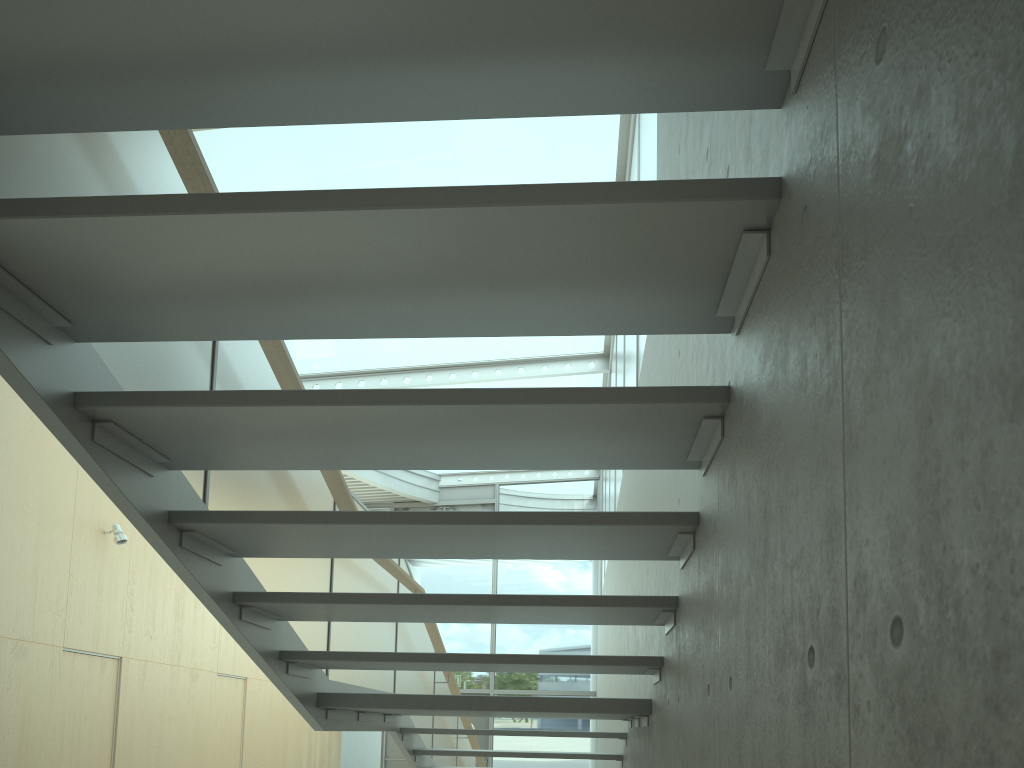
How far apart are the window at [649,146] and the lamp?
4.6 meters

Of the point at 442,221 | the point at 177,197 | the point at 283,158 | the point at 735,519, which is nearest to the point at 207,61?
the point at 177,197

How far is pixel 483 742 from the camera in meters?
14.6 m

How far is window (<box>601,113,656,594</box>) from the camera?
5.4 meters

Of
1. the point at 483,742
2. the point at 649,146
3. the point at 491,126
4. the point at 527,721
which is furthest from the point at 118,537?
the point at 527,721

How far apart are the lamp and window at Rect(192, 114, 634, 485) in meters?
3.1

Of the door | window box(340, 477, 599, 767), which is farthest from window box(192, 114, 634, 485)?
the door

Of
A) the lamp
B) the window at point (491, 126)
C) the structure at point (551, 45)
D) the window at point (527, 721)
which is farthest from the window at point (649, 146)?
the lamp

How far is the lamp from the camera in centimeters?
770cm

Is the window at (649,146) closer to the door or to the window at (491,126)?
the window at (491,126)
